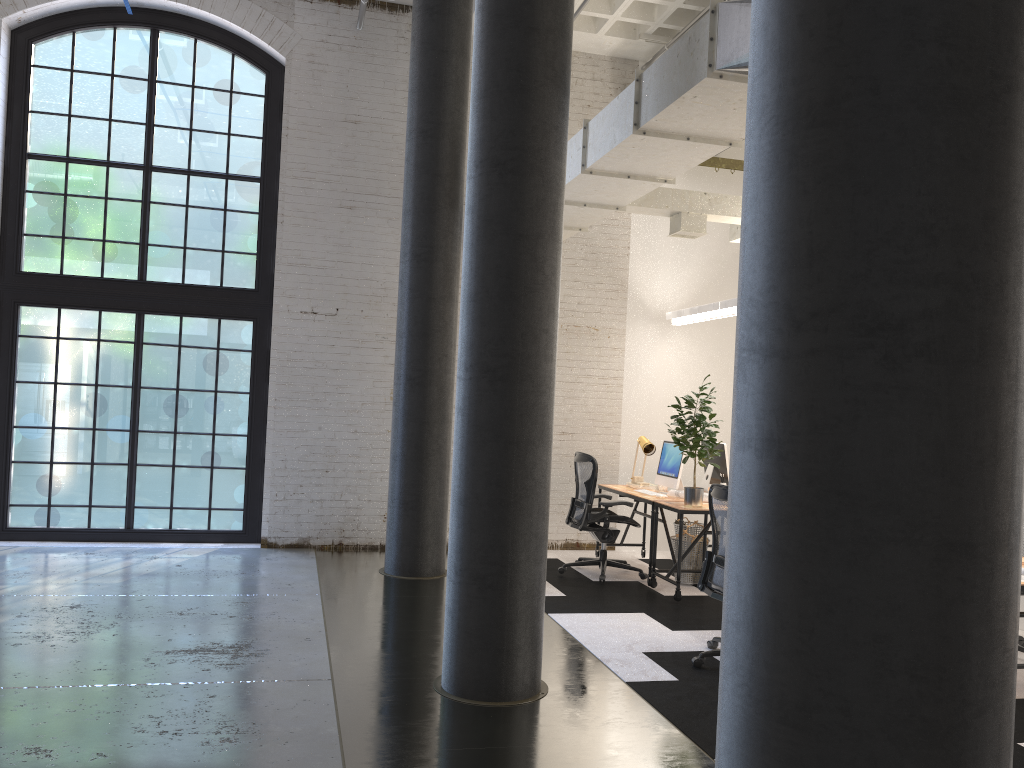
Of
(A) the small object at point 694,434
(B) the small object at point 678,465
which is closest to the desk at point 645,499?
(B) the small object at point 678,465

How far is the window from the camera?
8.33m

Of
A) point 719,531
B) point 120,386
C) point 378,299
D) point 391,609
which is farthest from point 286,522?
point 719,531

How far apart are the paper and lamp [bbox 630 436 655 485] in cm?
74

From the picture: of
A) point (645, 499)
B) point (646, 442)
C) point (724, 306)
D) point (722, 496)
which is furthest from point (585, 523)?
point (722, 496)

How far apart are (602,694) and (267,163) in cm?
635

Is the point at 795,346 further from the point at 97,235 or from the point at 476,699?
the point at 97,235

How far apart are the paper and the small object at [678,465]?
0.1m

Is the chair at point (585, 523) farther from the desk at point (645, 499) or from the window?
the window

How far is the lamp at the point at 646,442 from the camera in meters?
8.4 m
